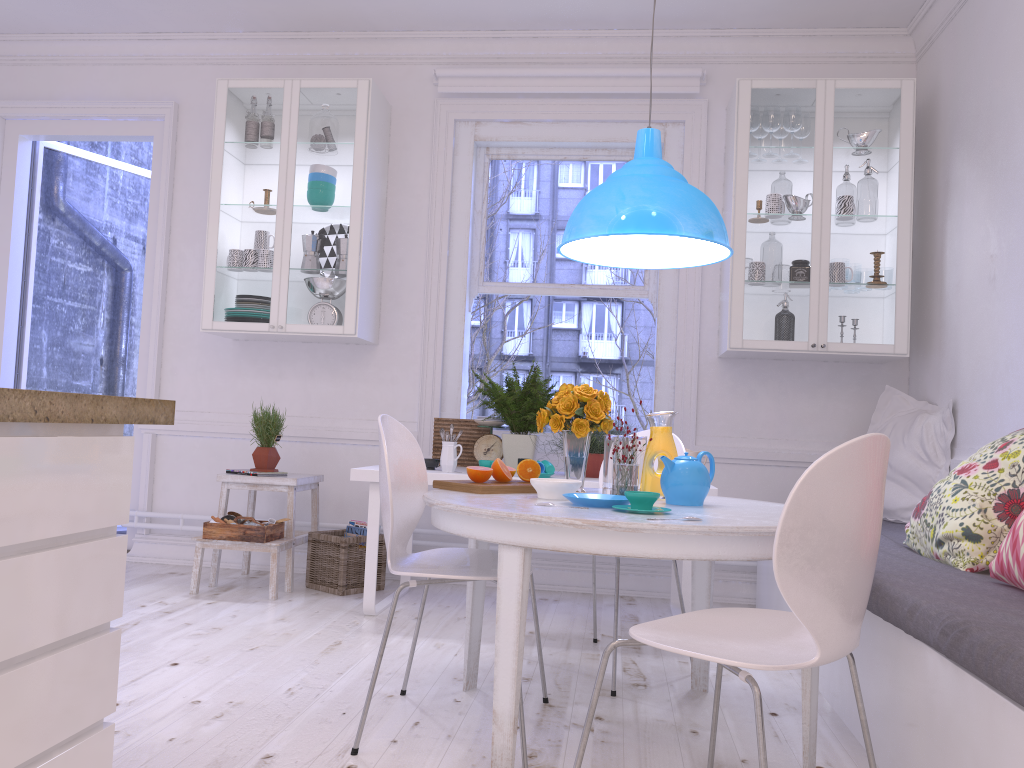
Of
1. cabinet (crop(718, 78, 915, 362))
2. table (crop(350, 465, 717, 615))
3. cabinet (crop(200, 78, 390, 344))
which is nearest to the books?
table (crop(350, 465, 717, 615))

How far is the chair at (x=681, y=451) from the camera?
3.2m

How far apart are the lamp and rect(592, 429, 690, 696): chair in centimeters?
63cm

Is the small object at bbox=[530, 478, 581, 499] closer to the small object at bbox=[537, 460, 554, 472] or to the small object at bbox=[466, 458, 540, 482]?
the small object at bbox=[466, 458, 540, 482]

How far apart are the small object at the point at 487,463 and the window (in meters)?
0.89

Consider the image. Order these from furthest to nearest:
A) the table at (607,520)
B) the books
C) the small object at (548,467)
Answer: the books < the small object at (548,467) < the table at (607,520)

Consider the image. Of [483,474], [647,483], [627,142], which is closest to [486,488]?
[483,474]

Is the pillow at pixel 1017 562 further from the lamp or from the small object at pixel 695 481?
the lamp

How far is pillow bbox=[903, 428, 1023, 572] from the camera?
2.45m

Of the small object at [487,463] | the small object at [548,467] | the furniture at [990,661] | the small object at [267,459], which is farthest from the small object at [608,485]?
the small object at [267,459]
